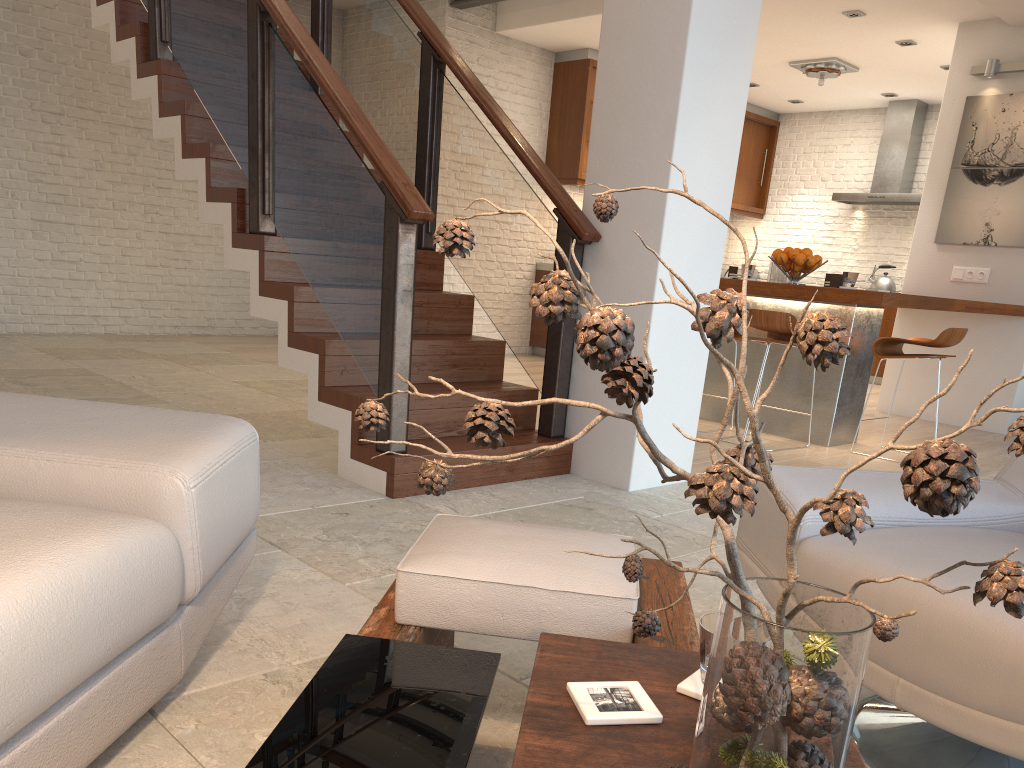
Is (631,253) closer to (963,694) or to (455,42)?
(963,694)

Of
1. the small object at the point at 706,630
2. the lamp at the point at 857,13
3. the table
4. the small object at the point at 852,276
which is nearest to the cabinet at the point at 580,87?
the lamp at the point at 857,13

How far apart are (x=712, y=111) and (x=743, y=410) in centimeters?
253cm

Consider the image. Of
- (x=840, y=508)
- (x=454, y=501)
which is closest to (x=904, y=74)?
(x=454, y=501)

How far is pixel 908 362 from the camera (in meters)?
7.02

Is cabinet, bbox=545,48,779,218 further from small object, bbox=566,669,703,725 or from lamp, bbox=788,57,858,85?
small object, bbox=566,669,703,725

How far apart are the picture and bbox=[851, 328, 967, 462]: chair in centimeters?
192cm

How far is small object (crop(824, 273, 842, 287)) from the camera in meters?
5.4 m

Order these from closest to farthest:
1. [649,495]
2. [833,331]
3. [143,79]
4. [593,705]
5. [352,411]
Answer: [833,331] → [593,705] → [352,411] → [649,495] → [143,79]

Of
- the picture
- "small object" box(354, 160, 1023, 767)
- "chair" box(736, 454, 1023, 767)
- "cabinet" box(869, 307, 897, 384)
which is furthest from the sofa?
"cabinet" box(869, 307, 897, 384)
